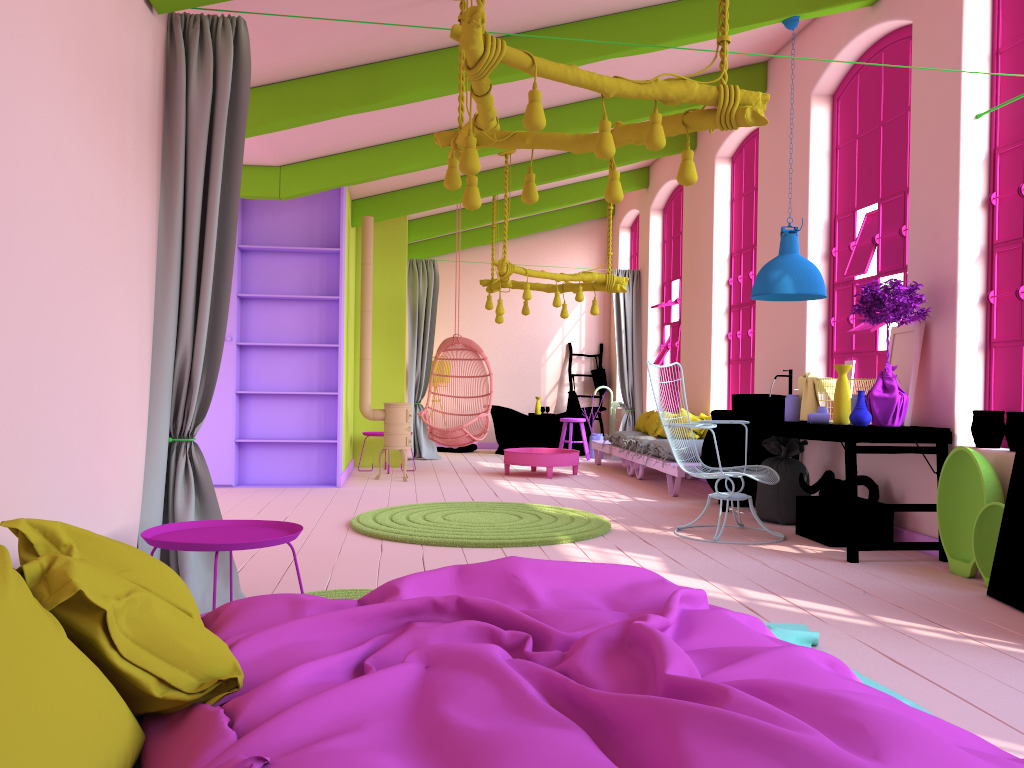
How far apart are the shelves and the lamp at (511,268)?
1.6m

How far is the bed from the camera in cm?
155

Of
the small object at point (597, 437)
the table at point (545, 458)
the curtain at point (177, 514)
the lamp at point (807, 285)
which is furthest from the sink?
the small object at point (597, 437)

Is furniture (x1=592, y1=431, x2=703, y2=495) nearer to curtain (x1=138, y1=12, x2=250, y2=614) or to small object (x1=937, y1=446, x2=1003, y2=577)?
small object (x1=937, y1=446, x2=1003, y2=577)

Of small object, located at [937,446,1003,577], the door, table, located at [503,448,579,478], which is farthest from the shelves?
the door

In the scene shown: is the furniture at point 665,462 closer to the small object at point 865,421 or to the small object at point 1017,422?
the small object at point 865,421

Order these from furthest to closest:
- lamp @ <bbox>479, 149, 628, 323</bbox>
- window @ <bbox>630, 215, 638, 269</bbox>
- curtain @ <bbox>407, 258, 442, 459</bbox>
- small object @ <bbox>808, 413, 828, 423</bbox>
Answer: window @ <bbox>630, 215, 638, 269</bbox>
curtain @ <bbox>407, 258, 442, 459</bbox>
lamp @ <bbox>479, 149, 628, 323</bbox>
small object @ <bbox>808, 413, 828, 423</bbox>

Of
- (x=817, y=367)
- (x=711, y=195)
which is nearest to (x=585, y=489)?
(x=817, y=367)

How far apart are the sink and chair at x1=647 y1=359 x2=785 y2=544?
0.4m

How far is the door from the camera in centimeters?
430cm
